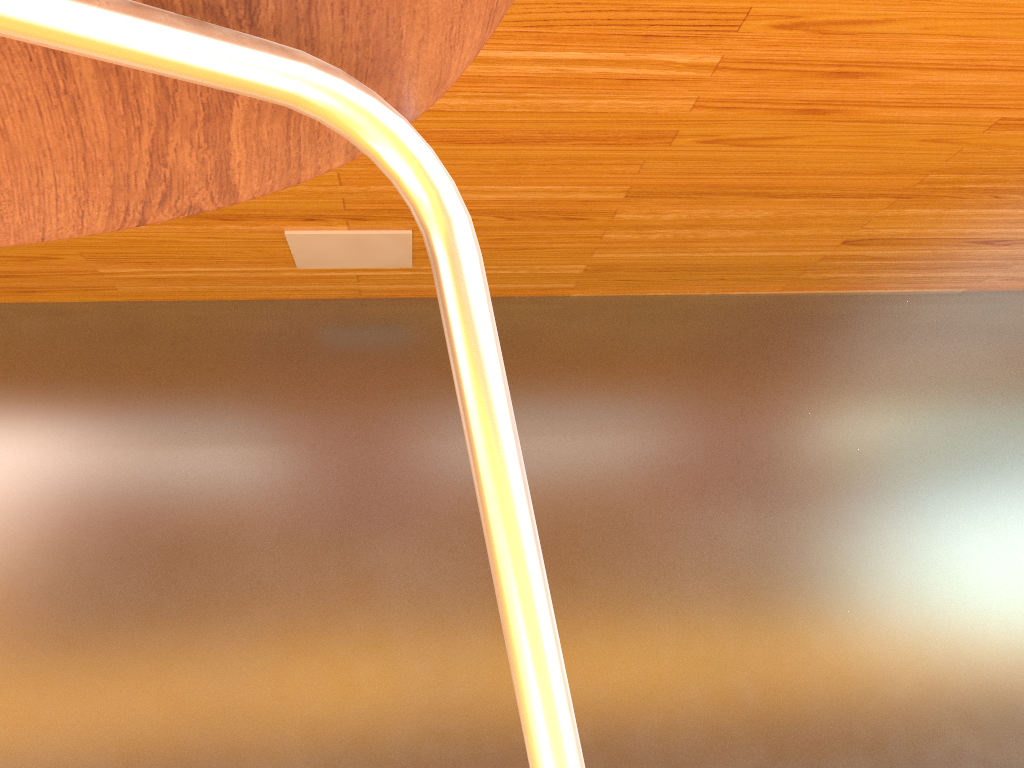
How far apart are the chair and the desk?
0.32m

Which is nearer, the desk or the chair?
the chair

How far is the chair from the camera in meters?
0.2

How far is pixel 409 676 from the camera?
0.93m

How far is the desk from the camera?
0.6m

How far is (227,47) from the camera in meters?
0.2

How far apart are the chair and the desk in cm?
32
